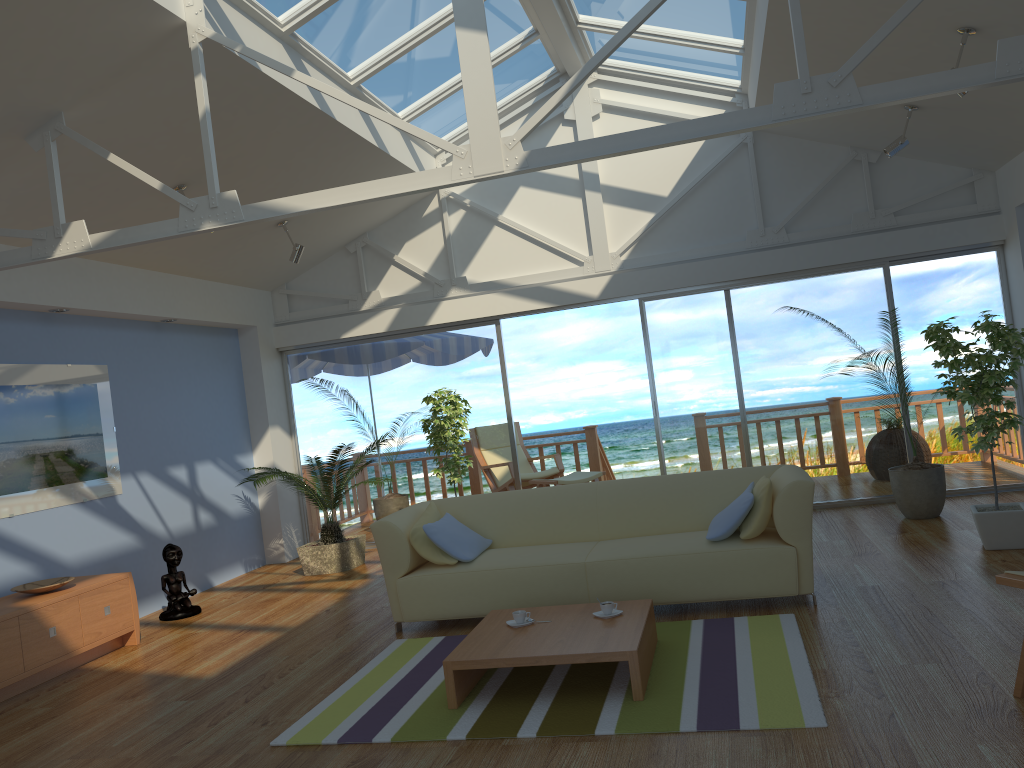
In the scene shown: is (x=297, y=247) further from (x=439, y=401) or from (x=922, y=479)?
(x=922, y=479)

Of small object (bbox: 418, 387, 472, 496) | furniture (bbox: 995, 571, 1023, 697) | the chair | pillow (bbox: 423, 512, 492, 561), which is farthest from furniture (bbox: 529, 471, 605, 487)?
furniture (bbox: 995, 571, 1023, 697)

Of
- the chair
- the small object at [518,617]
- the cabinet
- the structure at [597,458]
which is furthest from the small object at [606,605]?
the structure at [597,458]

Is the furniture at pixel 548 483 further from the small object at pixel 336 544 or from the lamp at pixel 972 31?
the lamp at pixel 972 31

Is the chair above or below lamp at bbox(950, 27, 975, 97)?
below

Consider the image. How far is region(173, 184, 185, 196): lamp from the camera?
5.8m

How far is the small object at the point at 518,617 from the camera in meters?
4.0

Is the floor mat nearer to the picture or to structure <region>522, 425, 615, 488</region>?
the picture

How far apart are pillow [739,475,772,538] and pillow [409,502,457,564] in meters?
1.6

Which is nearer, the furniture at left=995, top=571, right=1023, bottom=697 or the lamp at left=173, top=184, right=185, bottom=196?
the furniture at left=995, top=571, right=1023, bottom=697
